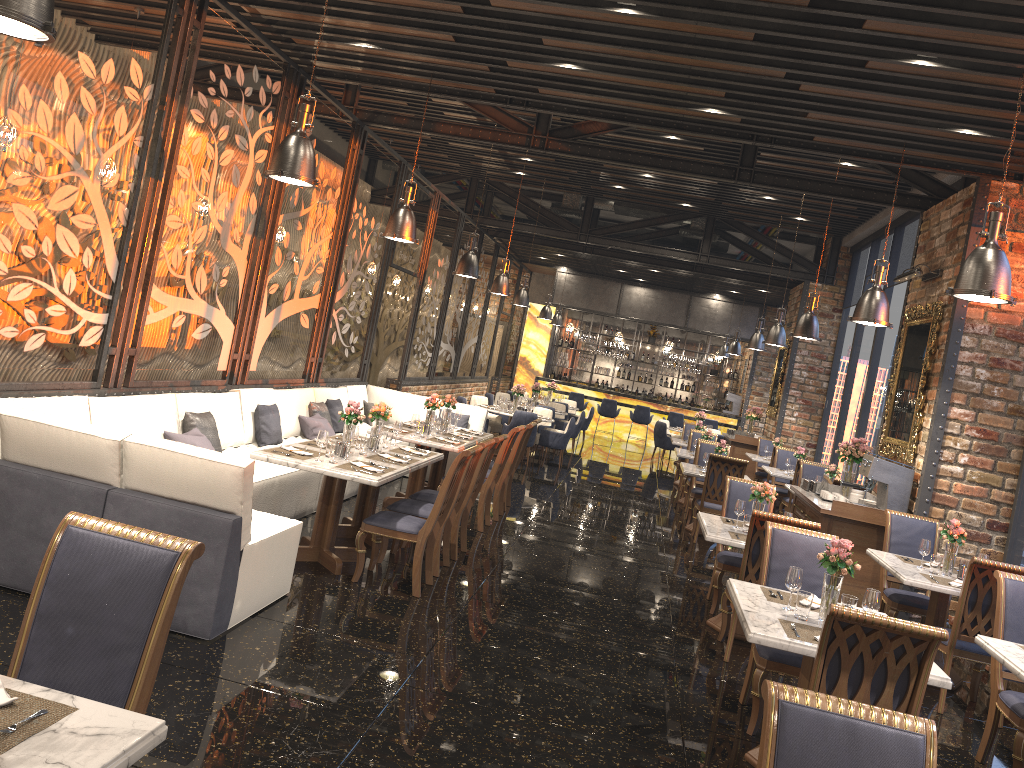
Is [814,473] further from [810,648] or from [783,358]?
[810,648]

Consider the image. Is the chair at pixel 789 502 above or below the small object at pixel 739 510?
below

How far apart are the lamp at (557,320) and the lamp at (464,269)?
11.1m

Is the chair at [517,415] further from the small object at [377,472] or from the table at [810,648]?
the table at [810,648]

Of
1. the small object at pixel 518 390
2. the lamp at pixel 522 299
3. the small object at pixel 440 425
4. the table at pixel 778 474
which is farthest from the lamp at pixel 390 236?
the lamp at pixel 522 299

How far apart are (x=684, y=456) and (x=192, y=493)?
9.1 meters

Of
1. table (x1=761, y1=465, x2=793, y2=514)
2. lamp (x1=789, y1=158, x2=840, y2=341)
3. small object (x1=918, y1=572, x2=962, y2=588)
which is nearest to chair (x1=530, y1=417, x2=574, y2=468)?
table (x1=761, y1=465, x2=793, y2=514)

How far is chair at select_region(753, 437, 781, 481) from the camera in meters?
15.6

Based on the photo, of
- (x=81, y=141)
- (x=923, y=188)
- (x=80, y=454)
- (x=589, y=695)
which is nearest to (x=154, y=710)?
(x=80, y=454)

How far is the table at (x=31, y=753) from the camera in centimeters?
189cm
